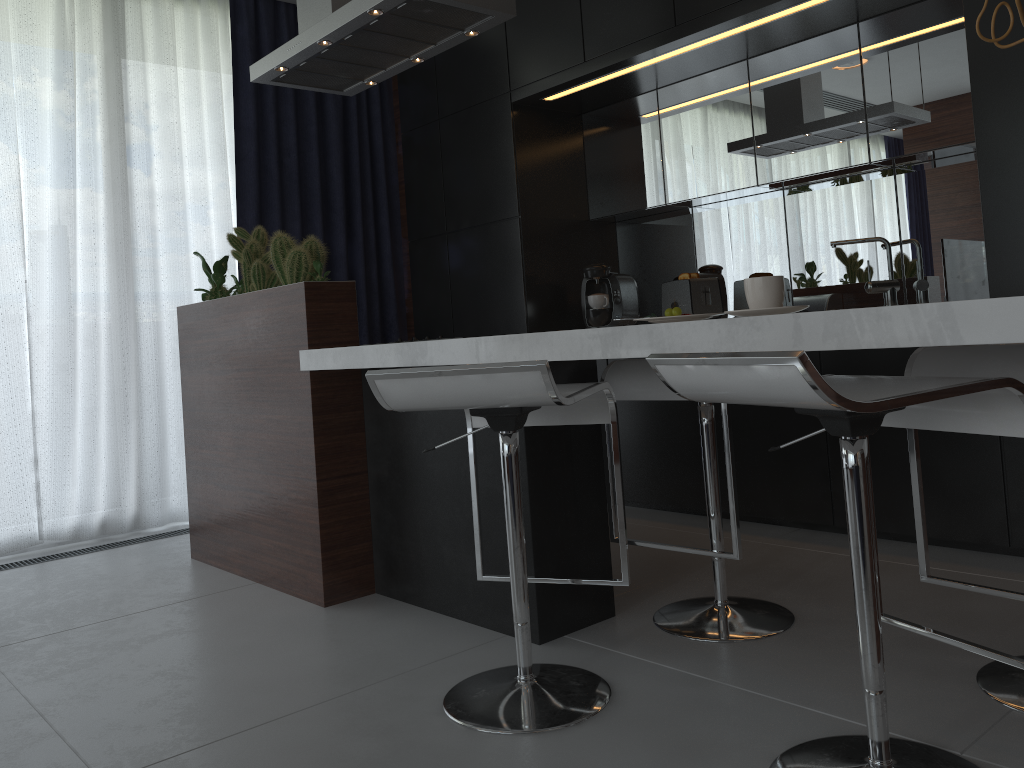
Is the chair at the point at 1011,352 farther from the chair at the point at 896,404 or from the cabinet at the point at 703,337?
the cabinet at the point at 703,337

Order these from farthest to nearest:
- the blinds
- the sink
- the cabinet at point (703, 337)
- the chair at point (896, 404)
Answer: the blinds
the sink
the cabinet at point (703, 337)
the chair at point (896, 404)

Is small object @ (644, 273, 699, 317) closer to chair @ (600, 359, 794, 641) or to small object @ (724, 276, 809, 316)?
chair @ (600, 359, 794, 641)

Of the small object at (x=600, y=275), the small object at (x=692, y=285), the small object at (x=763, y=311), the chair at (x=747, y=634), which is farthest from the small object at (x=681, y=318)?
the small object at (x=600, y=275)

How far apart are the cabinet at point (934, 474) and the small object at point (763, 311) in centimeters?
109cm

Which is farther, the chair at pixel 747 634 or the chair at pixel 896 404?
the chair at pixel 747 634

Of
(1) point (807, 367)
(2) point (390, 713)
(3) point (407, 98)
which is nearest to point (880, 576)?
(2) point (390, 713)

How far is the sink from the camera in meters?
3.3

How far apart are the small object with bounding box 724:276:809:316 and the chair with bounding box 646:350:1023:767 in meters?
0.3

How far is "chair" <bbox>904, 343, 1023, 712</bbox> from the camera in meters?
1.6 m
